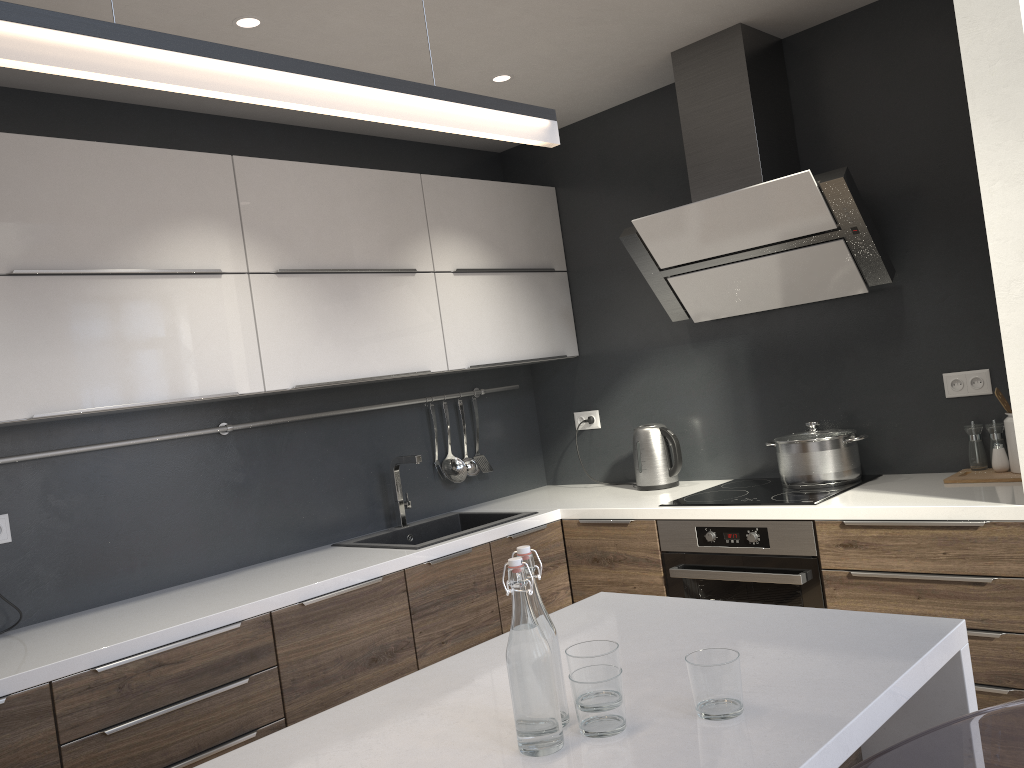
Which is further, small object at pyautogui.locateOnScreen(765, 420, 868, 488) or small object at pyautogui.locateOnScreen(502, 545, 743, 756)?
small object at pyautogui.locateOnScreen(765, 420, 868, 488)

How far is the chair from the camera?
1.4m

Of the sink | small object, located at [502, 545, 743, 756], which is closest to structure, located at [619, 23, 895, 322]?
the sink

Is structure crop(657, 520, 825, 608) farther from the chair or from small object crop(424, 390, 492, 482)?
the chair

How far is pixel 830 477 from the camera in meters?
3.1 m

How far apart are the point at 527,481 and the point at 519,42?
2.06m

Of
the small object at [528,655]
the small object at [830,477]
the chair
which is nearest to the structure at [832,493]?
the small object at [830,477]

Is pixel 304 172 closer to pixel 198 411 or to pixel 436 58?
pixel 436 58

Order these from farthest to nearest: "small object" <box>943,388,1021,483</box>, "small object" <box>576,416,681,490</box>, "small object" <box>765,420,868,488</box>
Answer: "small object" <box>576,416,681,490</box> → "small object" <box>765,420,868,488</box> → "small object" <box>943,388,1021,483</box>

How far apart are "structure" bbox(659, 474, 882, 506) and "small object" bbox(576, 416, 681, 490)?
0.2m
